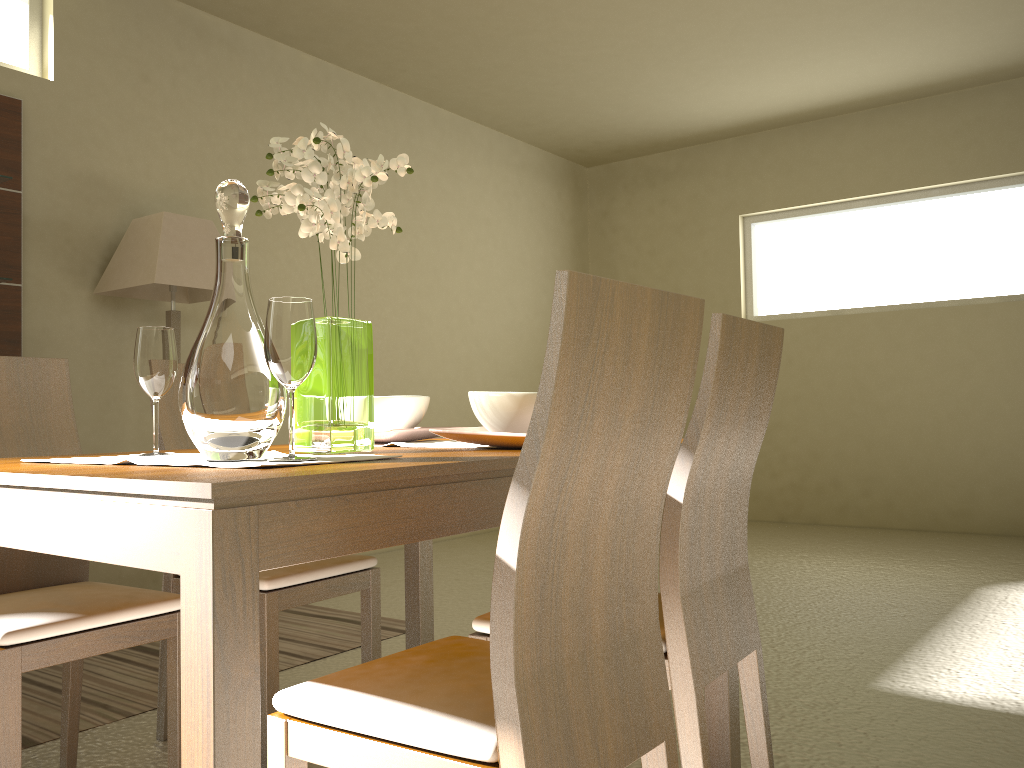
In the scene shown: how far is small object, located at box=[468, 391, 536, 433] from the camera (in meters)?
1.64

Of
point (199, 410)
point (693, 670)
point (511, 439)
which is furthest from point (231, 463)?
point (693, 670)

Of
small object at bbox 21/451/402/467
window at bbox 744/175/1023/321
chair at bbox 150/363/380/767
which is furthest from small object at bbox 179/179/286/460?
window at bbox 744/175/1023/321

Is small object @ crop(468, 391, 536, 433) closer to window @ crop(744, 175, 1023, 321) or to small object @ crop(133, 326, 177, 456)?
small object @ crop(133, 326, 177, 456)

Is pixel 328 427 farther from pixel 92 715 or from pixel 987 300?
pixel 987 300

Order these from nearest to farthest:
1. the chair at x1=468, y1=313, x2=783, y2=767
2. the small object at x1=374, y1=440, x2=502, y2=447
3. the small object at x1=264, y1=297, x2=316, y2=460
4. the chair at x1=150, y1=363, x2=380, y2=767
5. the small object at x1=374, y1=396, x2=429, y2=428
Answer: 1. the small object at x1=264, y1=297, x2=316, y2=460
2. the chair at x1=468, y1=313, x2=783, y2=767
3. the small object at x1=374, y1=440, x2=502, y2=447
4. the small object at x1=374, y1=396, x2=429, y2=428
5. the chair at x1=150, y1=363, x2=380, y2=767

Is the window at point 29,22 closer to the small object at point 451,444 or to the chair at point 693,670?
the small object at point 451,444

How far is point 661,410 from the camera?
1.2m

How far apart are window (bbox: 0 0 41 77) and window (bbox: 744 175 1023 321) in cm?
497

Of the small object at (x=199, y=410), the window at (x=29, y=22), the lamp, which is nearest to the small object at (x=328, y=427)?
the small object at (x=199, y=410)
